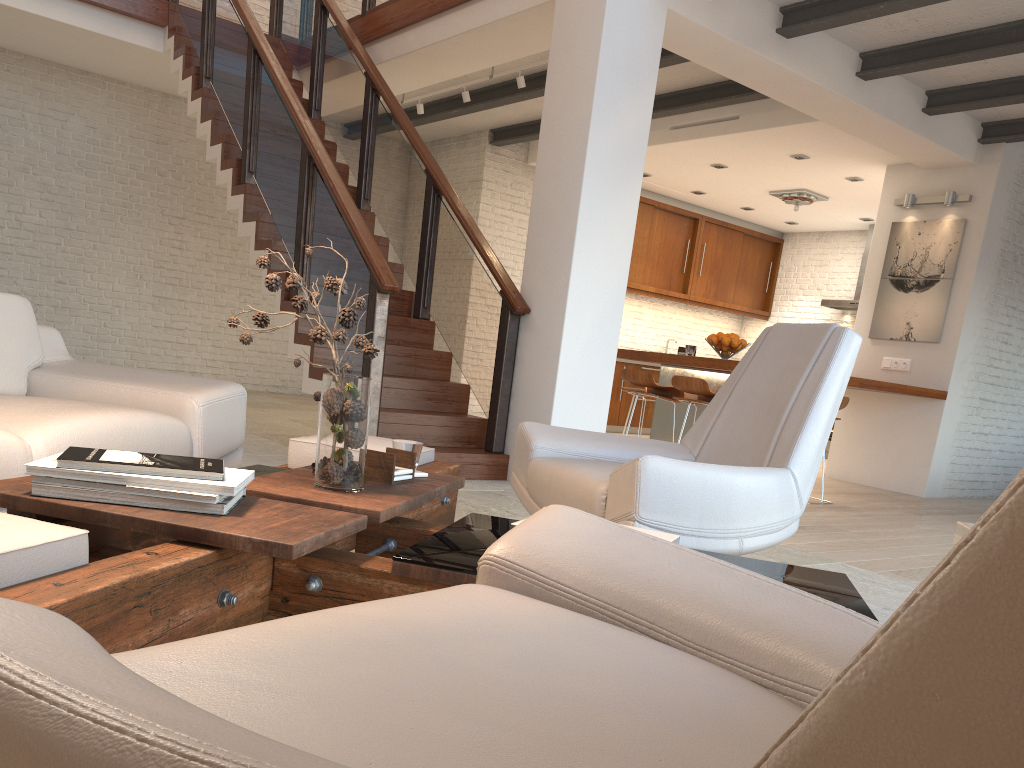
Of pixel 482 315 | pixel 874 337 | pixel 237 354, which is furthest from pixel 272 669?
pixel 237 354

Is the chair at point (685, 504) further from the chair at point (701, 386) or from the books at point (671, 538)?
the chair at point (701, 386)

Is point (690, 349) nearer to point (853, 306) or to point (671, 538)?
point (853, 306)

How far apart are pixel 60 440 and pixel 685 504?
1.79m

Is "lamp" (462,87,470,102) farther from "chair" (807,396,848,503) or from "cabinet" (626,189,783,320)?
"chair" (807,396,848,503)

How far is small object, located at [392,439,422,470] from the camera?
2.5m

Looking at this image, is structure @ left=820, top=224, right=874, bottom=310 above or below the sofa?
above

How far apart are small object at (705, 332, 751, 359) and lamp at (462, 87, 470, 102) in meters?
3.0 m

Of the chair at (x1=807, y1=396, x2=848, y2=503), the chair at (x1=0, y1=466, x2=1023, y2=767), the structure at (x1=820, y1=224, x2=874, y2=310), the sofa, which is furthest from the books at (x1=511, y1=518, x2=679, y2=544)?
the structure at (x1=820, y1=224, x2=874, y2=310)

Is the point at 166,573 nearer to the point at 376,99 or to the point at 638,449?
the point at 638,449
